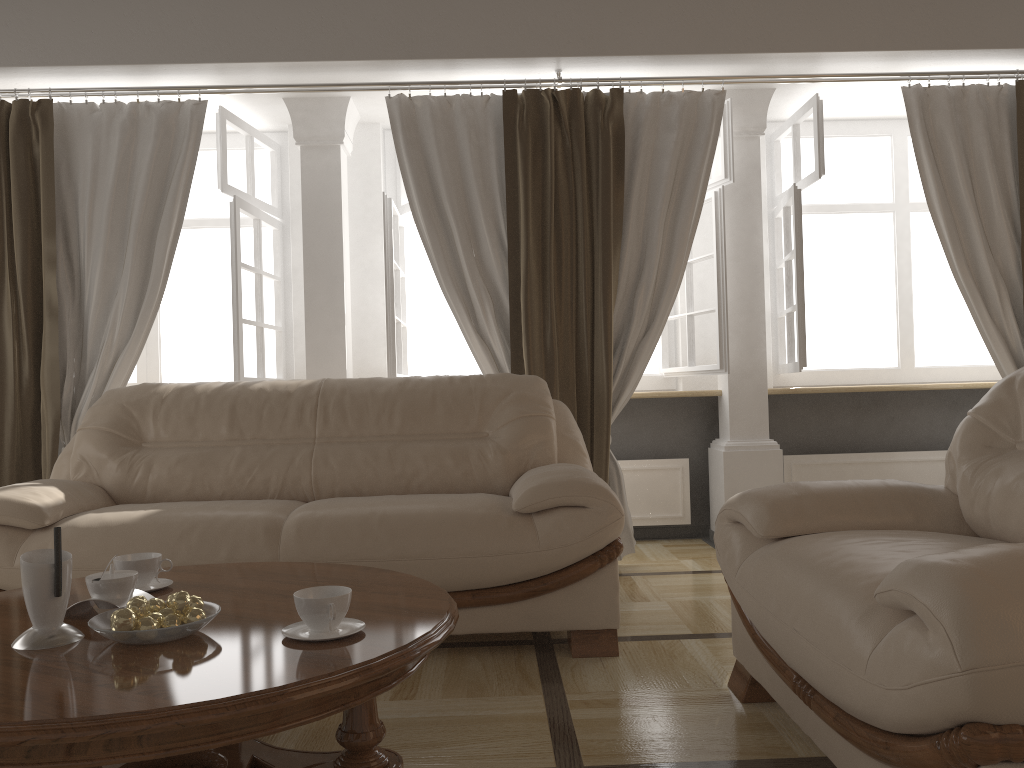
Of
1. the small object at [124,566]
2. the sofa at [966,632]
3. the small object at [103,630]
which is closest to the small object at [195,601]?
the small object at [103,630]

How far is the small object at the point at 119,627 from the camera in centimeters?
152cm

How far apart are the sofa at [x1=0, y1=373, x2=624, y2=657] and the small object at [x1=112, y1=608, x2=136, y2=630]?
1.1 meters

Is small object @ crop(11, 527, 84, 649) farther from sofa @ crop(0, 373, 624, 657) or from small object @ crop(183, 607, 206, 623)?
sofa @ crop(0, 373, 624, 657)

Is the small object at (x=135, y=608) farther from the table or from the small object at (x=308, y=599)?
the small object at (x=308, y=599)

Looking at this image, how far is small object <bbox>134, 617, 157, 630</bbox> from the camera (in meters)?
1.54

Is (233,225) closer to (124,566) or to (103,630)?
(124,566)

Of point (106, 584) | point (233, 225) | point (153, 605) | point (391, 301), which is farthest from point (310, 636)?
point (233, 225)

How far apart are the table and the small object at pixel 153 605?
0.1m

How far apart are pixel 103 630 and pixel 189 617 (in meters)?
0.14
